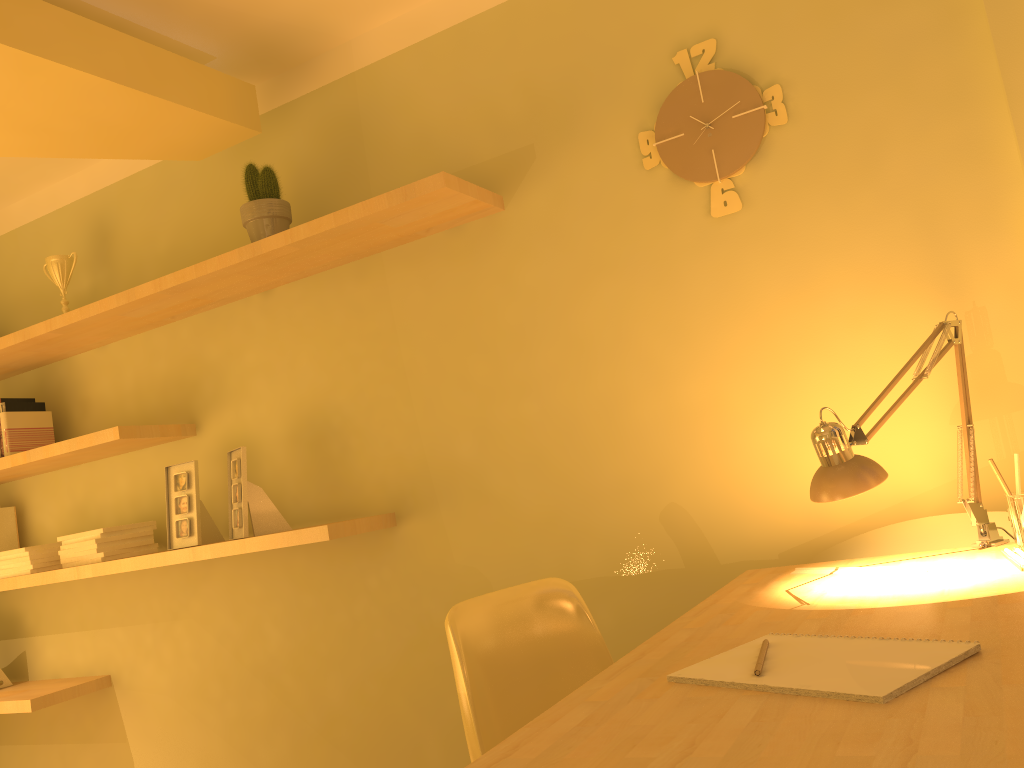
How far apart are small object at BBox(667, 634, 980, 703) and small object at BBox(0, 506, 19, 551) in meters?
3.0

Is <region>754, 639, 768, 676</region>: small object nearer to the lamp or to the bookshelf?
the lamp

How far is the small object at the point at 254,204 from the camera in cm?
253

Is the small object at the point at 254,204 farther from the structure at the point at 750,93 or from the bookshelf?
the structure at the point at 750,93

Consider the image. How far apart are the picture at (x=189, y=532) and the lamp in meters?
1.9 m

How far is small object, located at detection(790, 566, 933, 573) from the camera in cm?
159

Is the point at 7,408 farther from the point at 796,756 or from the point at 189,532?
the point at 796,756

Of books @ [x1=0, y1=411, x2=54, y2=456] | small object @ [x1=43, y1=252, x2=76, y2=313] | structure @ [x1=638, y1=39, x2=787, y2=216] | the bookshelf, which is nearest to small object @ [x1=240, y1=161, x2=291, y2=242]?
the bookshelf

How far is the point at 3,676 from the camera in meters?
3.3

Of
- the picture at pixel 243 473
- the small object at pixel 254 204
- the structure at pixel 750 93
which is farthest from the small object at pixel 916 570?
the small object at pixel 254 204
